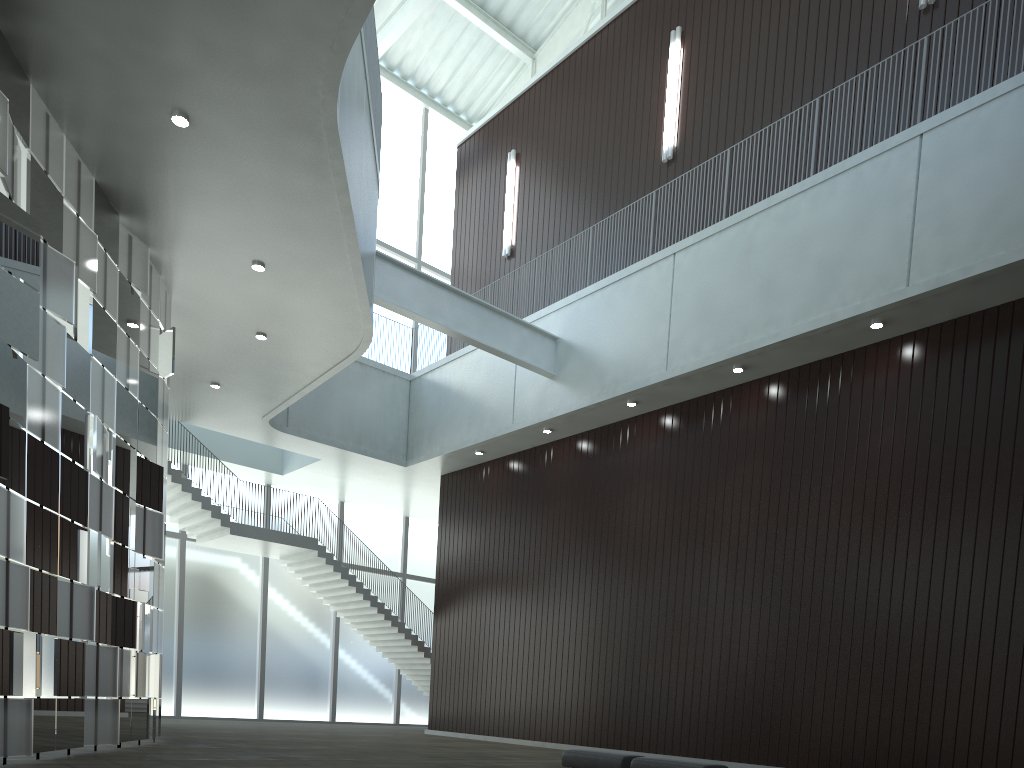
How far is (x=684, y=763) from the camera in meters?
31.9 m

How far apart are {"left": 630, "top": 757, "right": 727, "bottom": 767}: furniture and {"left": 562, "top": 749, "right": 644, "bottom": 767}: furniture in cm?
78

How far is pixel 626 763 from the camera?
34.4 meters

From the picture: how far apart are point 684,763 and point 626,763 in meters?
3.4 m

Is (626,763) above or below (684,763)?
below

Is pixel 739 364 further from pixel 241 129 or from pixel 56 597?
pixel 56 597

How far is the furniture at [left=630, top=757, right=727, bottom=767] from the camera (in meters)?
31.90

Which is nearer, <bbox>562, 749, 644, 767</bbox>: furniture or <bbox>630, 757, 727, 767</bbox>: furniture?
<bbox>630, 757, 727, 767</bbox>: furniture

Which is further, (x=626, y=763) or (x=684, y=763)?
(x=626, y=763)

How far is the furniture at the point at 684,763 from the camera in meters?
31.9 m
